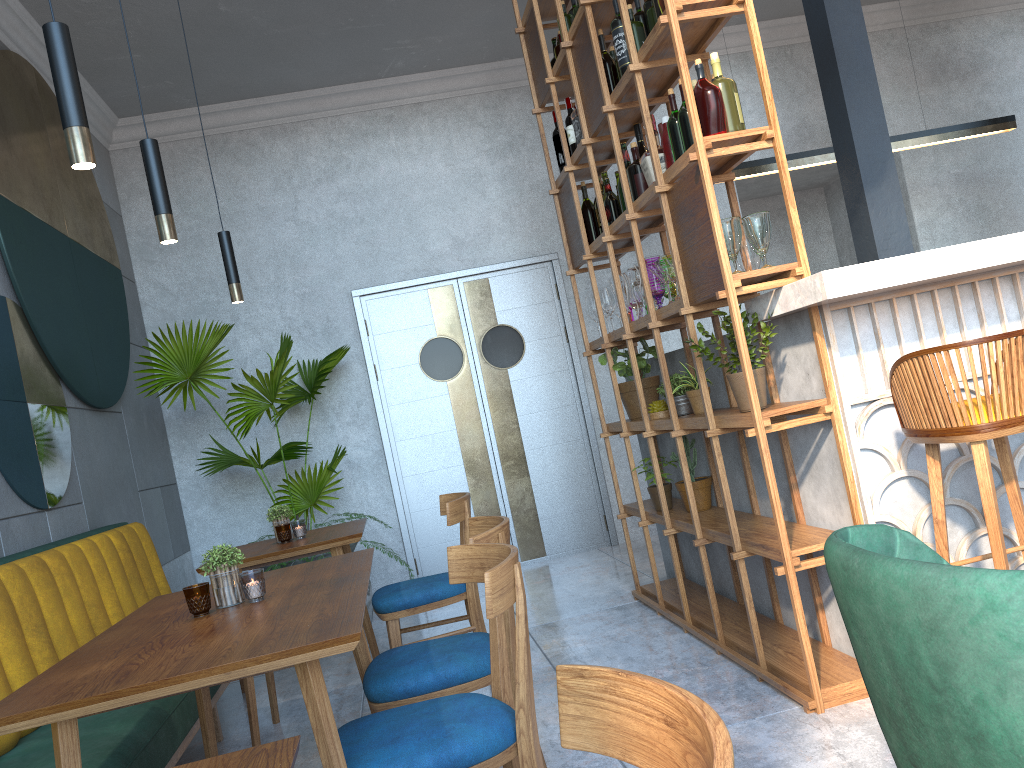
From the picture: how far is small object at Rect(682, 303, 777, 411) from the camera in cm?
283

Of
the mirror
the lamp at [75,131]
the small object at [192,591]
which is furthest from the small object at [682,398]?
the mirror

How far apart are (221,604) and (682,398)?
2.1m

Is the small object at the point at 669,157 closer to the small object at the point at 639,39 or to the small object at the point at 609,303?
the small object at the point at 639,39

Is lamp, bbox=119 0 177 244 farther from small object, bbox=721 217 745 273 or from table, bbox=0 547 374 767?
small object, bbox=721 217 745 273

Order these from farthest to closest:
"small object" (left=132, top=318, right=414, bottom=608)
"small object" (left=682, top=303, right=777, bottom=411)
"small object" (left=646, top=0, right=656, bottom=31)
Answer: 1. "small object" (left=132, top=318, right=414, bottom=608)
2. "small object" (left=646, top=0, right=656, bottom=31)
3. "small object" (left=682, top=303, right=777, bottom=411)

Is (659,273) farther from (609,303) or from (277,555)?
(277,555)

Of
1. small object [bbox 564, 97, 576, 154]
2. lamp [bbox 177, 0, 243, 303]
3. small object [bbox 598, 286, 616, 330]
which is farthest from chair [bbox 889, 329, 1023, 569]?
lamp [bbox 177, 0, 243, 303]

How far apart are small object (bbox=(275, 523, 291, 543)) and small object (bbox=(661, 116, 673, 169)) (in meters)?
1.98

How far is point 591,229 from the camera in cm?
436
